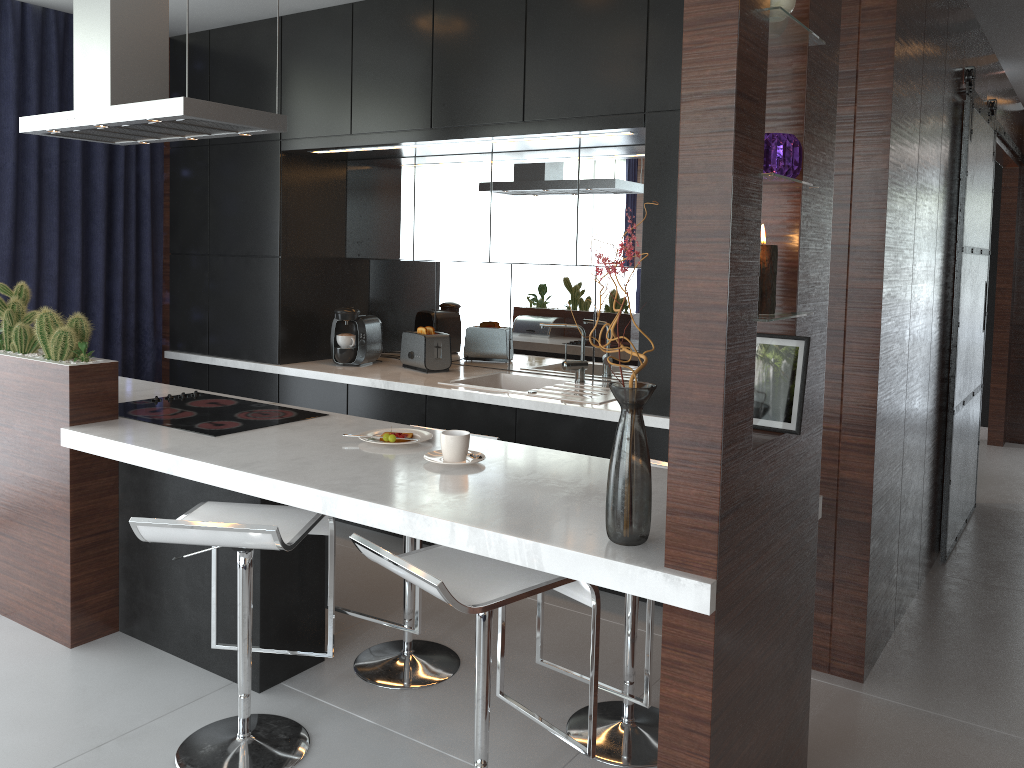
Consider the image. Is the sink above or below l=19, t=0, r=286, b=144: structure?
below

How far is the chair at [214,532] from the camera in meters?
2.2

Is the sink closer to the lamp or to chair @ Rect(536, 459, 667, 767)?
chair @ Rect(536, 459, 667, 767)

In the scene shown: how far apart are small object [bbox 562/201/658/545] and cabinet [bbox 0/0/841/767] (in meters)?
0.02

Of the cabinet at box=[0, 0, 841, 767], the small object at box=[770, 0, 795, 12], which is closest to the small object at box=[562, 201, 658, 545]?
the cabinet at box=[0, 0, 841, 767]

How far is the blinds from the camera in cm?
433

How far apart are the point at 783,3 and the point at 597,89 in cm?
175

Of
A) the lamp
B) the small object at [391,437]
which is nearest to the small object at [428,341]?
the small object at [391,437]

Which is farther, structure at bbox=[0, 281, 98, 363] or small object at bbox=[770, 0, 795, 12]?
structure at bbox=[0, 281, 98, 363]

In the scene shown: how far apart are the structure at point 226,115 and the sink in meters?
1.4
